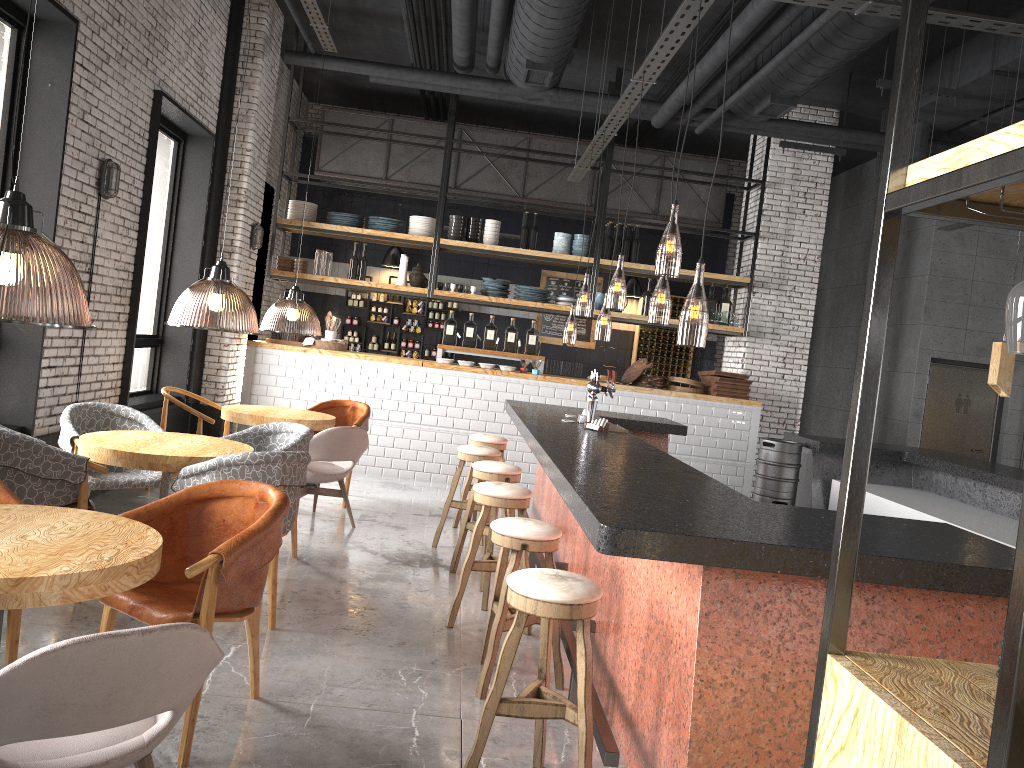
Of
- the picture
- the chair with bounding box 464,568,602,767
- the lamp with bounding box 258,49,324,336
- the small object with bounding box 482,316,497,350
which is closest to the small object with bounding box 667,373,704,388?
the small object with bounding box 482,316,497,350

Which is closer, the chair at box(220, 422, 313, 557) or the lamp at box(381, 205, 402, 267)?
the chair at box(220, 422, 313, 557)

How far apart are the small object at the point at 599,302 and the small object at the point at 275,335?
3.8m

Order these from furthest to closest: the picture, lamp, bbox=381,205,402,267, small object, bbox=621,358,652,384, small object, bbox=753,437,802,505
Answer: the picture, lamp, bbox=381,205,402,267, small object, bbox=621,358,652,384, small object, bbox=753,437,802,505

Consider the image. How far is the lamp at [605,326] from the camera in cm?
1529

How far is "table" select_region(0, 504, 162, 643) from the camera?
2.4m

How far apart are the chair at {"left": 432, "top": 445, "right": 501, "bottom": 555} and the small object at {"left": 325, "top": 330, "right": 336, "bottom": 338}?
3.99m

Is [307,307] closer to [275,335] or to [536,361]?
[275,335]

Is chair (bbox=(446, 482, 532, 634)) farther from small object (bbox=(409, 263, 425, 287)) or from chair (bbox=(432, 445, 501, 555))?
small object (bbox=(409, 263, 425, 287))

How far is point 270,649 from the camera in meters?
4.3 m
